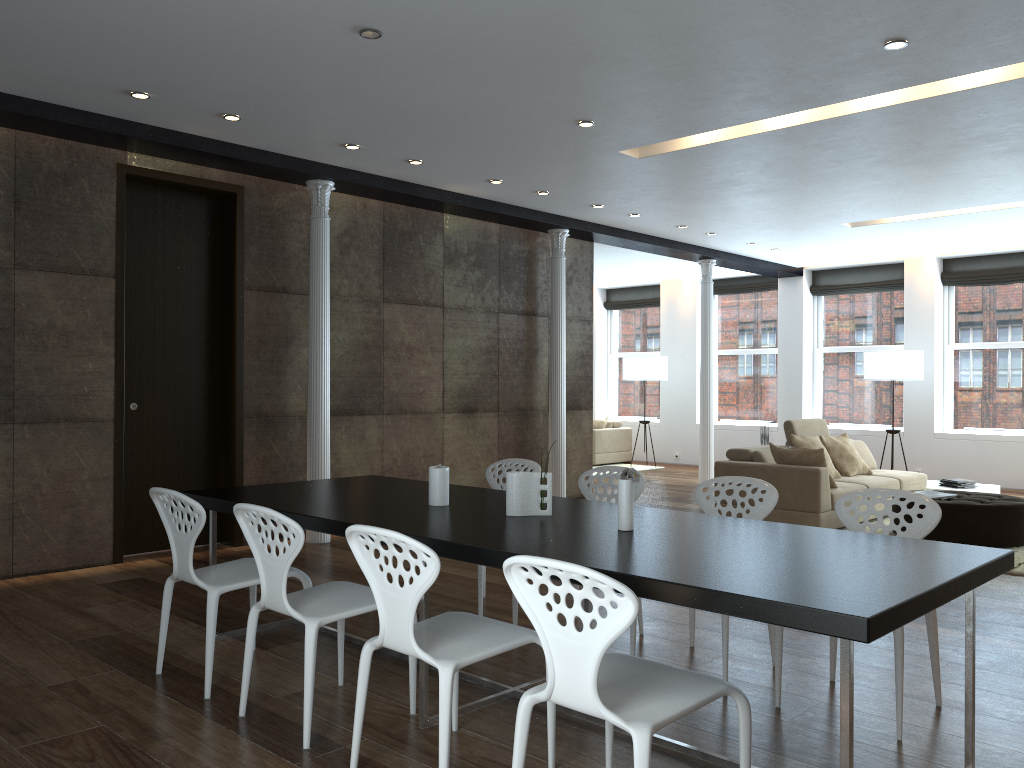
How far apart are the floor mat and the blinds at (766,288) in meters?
5.9

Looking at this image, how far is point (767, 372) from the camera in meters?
13.7 m

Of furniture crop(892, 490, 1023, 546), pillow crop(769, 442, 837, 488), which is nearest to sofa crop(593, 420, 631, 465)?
pillow crop(769, 442, 837, 488)

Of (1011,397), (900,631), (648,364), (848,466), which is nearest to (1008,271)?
(1011,397)

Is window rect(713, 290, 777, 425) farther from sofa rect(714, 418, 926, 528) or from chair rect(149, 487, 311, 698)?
chair rect(149, 487, 311, 698)

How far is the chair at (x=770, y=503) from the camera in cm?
402

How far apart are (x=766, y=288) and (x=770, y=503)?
10.2m

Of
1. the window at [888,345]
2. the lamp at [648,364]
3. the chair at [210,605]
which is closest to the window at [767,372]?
the window at [888,345]

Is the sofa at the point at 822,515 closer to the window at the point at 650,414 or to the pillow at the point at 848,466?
the pillow at the point at 848,466

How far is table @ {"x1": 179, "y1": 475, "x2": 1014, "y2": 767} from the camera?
2.2 meters
